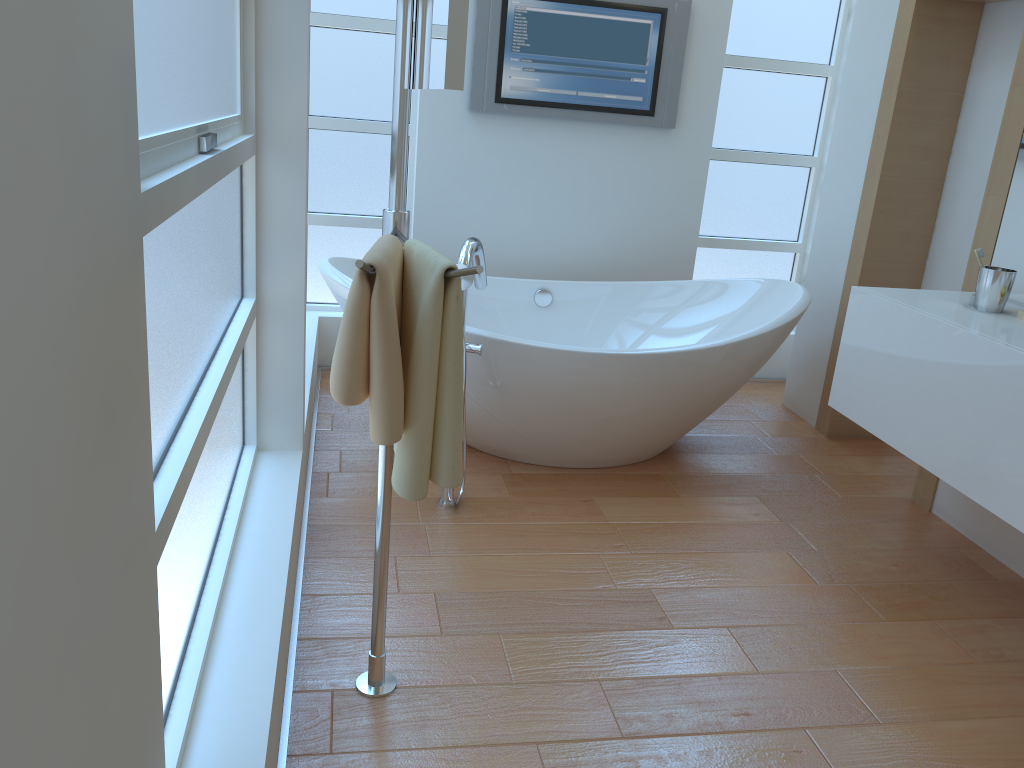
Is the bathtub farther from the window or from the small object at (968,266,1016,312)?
the small object at (968,266,1016,312)

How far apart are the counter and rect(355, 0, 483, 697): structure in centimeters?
139cm

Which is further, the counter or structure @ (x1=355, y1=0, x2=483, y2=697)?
the counter

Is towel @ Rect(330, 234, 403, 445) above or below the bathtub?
above

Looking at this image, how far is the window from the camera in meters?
1.2

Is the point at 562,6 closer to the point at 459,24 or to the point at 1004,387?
the point at 1004,387

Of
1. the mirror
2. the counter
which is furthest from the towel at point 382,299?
the counter

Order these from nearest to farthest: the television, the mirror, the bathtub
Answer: the mirror < the bathtub < the television

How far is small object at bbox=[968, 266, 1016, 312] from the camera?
2.37m

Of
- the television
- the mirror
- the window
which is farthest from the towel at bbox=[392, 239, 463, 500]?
the television
